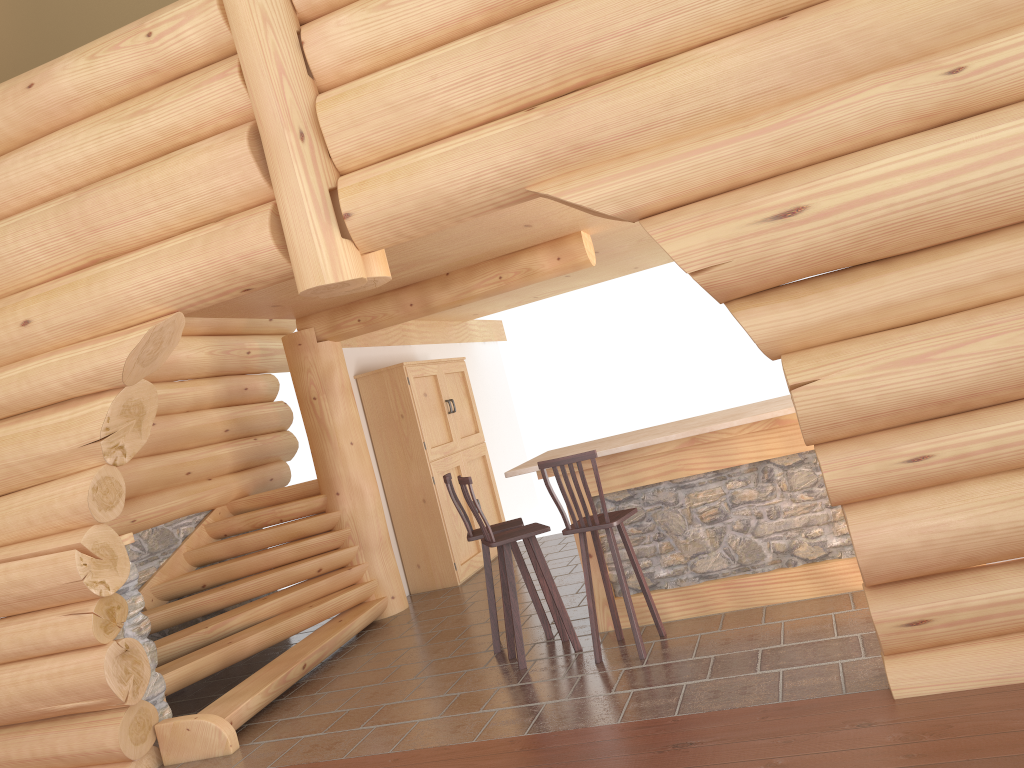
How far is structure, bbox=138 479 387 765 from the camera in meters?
6.0

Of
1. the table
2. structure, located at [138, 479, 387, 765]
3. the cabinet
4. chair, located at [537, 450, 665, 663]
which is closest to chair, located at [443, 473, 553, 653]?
the table

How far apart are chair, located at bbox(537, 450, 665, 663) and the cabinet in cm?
360

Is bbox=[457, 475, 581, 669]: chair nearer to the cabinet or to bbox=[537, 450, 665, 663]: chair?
bbox=[537, 450, 665, 663]: chair

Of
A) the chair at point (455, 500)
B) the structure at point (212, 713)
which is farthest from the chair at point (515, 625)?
the structure at point (212, 713)

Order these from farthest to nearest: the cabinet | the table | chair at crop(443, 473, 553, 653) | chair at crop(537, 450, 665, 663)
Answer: the cabinet < chair at crop(443, 473, 553, 653) < the table < chair at crop(537, 450, 665, 663)

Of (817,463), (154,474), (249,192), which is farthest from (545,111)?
(154,474)

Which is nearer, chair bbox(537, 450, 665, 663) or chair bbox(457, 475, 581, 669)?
chair bbox(537, 450, 665, 663)

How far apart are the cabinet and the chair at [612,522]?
3.60m

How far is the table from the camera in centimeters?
581cm
